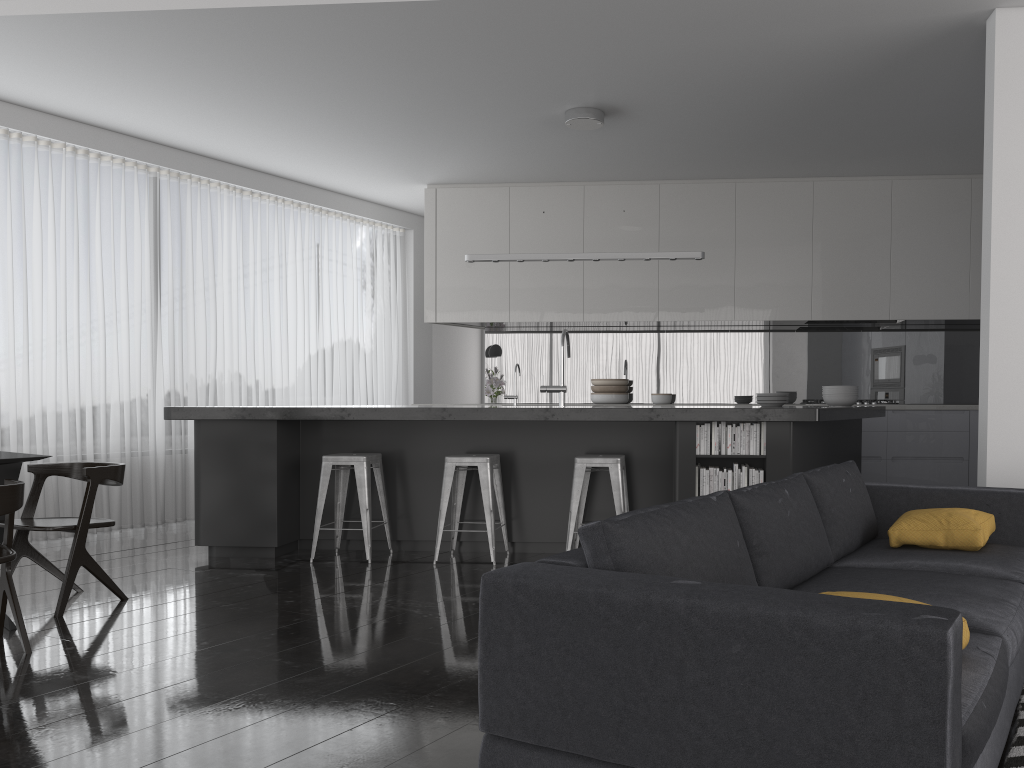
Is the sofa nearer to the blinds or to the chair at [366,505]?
the chair at [366,505]

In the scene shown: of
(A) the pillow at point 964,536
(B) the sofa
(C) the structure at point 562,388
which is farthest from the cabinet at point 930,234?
(A) the pillow at point 964,536

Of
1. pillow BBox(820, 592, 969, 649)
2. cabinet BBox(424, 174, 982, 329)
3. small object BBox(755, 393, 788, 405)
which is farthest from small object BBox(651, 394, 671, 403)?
pillow BBox(820, 592, 969, 649)

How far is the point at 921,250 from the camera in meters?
7.5 m

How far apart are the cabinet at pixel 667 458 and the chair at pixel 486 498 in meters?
0.1 m

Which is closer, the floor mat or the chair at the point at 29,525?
the floor mat

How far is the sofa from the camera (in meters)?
1.51

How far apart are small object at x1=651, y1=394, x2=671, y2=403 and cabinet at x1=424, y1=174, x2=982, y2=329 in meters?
0.7

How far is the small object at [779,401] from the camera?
6.10m

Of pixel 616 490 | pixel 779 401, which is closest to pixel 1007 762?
pixel 616 490
